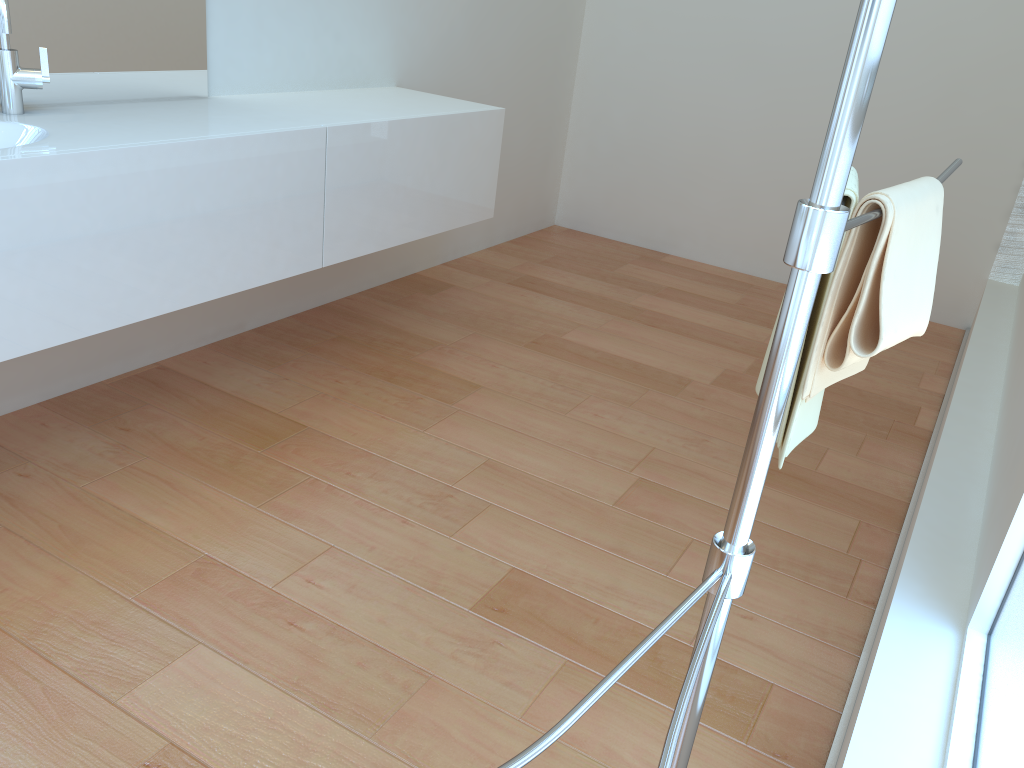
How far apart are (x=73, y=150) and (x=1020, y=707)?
1.8 meters

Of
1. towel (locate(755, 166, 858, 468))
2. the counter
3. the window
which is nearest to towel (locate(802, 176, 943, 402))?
towel (locate(755, 166, 858, 468))

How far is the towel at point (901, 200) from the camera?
1.0m

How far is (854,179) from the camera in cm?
108

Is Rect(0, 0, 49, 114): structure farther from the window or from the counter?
the window

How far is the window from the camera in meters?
1.0 m

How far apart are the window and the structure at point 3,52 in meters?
2.1 m

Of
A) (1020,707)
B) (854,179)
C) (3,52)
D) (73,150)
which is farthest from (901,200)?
(3,52)

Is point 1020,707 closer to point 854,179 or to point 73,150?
point 854,179

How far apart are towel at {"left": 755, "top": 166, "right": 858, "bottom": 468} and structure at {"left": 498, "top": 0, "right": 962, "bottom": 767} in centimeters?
1cm
